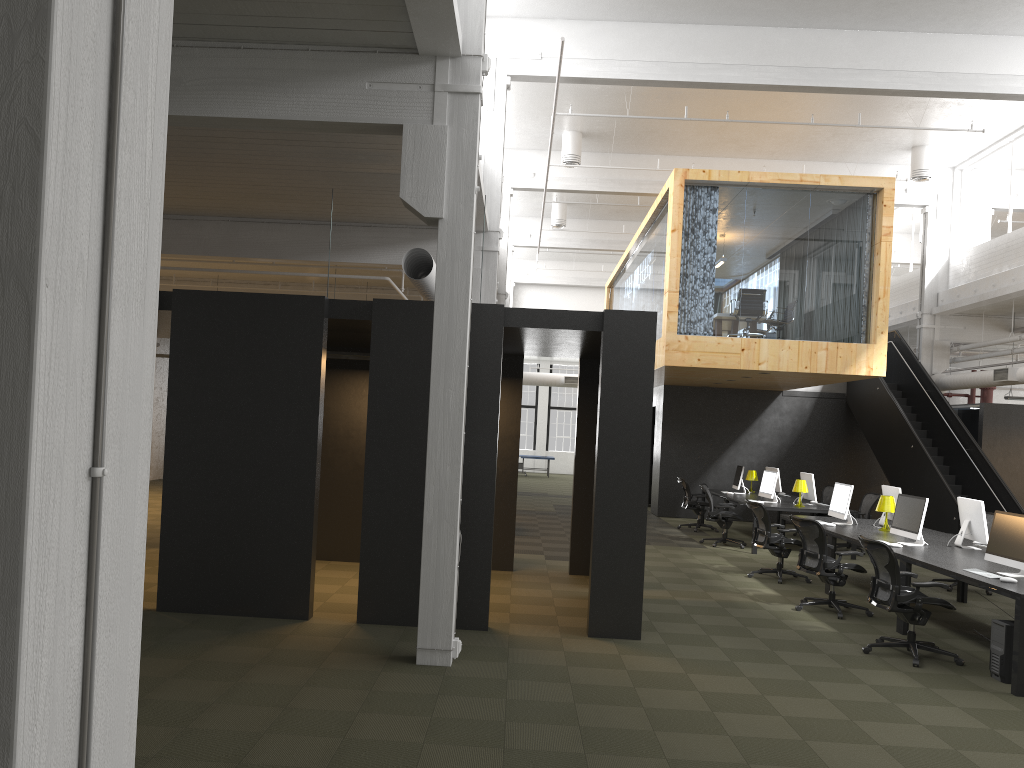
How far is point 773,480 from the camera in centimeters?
1466cm

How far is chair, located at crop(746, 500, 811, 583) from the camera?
11.3 meters

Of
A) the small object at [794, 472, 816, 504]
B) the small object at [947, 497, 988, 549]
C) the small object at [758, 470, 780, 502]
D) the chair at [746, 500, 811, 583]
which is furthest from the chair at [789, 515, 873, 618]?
the small object at [794, 472, 816, 504]

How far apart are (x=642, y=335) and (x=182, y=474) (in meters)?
4.20

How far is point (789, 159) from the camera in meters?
18.3

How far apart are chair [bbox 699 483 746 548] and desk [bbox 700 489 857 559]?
0.3 meters

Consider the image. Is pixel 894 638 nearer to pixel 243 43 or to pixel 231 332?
pixel 231 332

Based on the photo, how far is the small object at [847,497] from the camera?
11.3 meters

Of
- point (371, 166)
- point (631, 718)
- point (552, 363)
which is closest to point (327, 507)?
point (371, 166)

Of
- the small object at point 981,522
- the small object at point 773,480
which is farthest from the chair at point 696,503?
the small object at point 981,522
